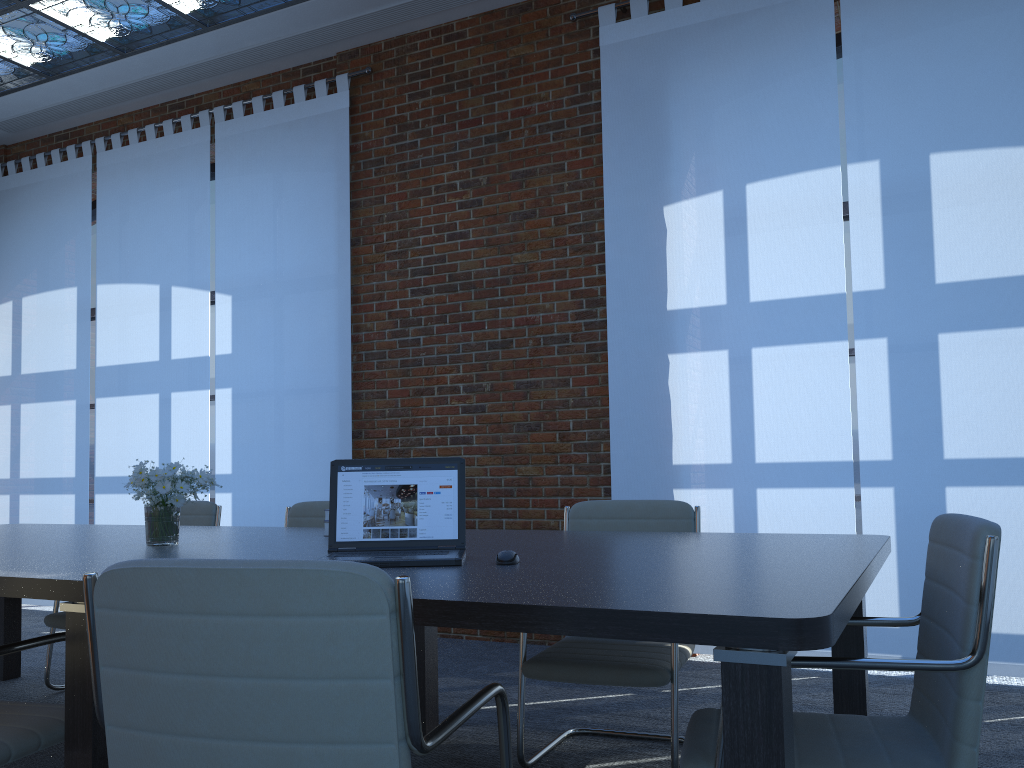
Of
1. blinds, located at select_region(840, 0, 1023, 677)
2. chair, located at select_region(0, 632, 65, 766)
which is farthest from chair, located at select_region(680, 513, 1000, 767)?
blinds, located at select_region(840, 0, 1023, 677)

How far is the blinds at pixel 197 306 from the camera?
6.61m

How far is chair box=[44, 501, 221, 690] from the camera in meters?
4.2 m

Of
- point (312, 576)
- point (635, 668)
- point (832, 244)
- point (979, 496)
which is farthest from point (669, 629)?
point (832, 244)

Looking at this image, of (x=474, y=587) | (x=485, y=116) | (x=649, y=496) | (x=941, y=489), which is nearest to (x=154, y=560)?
(x=474, y=587)

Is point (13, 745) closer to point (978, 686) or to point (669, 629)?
point (669, 629)

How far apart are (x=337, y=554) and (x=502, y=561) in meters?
0.5 m

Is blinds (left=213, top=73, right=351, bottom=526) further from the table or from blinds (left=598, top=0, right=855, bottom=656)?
blinds (left=598, top=0, right=855, bottom=656)

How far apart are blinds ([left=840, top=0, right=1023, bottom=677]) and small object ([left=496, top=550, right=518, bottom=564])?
2.86m

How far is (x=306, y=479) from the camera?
6.05m
